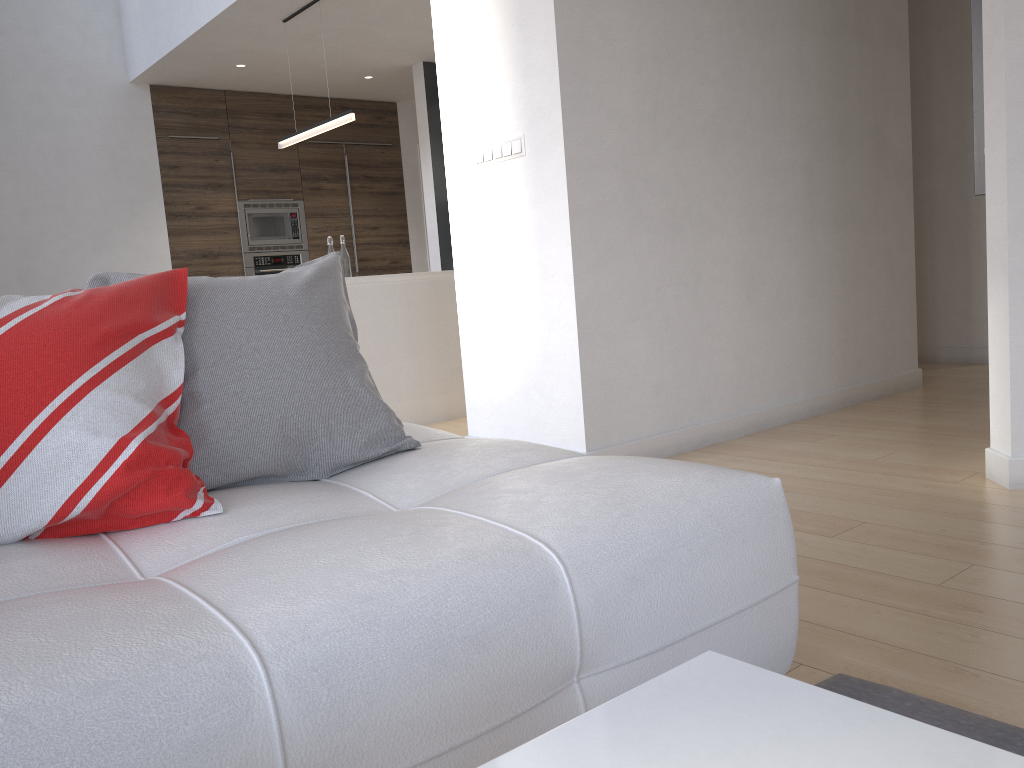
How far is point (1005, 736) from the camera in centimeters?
135cm

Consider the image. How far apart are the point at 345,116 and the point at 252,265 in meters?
2.7

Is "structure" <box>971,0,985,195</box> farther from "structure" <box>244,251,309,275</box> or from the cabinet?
"structure" <box>244,251,309,275</box>

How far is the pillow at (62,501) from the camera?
1.30m

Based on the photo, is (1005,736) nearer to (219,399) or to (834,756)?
(834,756)

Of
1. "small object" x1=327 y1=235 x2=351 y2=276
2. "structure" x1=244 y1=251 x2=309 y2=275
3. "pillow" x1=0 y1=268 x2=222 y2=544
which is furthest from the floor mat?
"structure" x1=244 y1=251 x2=309 y2=275

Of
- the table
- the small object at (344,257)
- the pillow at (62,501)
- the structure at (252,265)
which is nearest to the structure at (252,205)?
the structure at (252,265)

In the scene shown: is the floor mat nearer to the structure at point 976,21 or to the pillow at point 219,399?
the pillow at point 219,399

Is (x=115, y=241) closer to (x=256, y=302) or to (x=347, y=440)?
(x=256, y=302)

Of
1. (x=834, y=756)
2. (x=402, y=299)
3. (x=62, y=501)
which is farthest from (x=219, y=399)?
(x=402, y=299)
